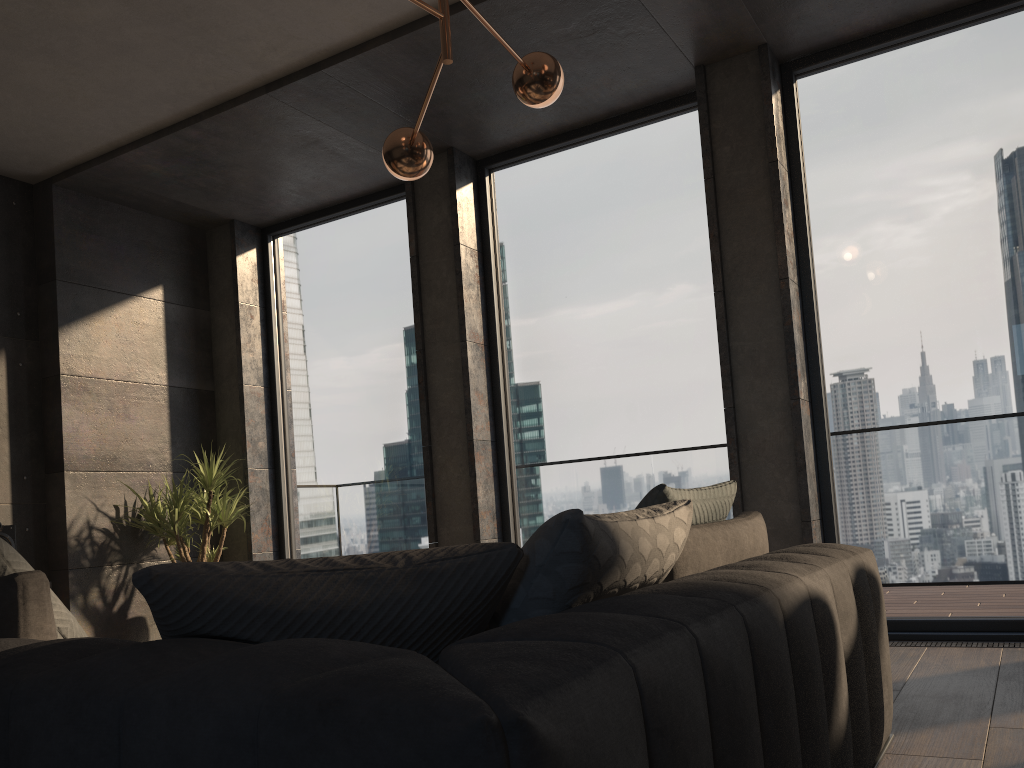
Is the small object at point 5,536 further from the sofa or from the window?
the sofa

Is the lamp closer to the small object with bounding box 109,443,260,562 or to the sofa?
the sofa

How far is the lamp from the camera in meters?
3.0 m

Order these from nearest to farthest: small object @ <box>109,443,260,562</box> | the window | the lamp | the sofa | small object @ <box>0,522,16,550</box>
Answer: the sofa < the lamp < the window < small object @ <box>0,522,16,550</box> < small object @ <box>109,443,260,562</box>

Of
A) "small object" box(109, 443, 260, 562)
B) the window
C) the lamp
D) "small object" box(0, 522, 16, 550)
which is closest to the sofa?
the lamp

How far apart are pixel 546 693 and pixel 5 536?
4.9 meters

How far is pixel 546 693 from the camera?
0.77m

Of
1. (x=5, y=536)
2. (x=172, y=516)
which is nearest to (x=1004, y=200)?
(x=172, y=516)

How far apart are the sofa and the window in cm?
221

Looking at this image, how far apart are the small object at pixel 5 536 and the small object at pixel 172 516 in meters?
0.8
